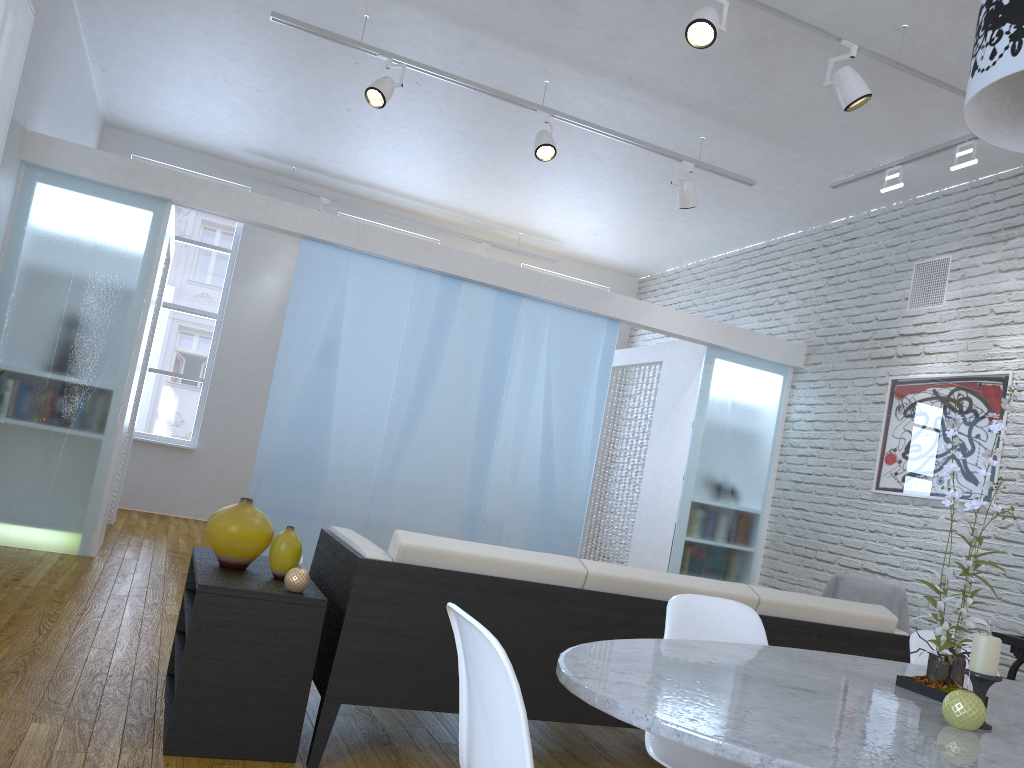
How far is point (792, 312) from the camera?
7.0 meters

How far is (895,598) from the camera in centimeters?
493cm

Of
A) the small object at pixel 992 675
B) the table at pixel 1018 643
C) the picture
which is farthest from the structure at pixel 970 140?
the small object at pixel 992 675

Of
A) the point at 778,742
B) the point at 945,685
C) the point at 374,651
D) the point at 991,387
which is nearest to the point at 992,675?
the point at 945,685

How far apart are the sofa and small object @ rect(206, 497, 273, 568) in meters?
0.2 m

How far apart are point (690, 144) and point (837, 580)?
2.9 meters

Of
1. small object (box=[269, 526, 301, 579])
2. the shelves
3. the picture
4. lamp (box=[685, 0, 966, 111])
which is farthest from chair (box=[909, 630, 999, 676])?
the picture

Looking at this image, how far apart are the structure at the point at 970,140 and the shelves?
4.3 meters

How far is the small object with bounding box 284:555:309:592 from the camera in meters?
2.5

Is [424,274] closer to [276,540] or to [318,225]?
[318,225]
